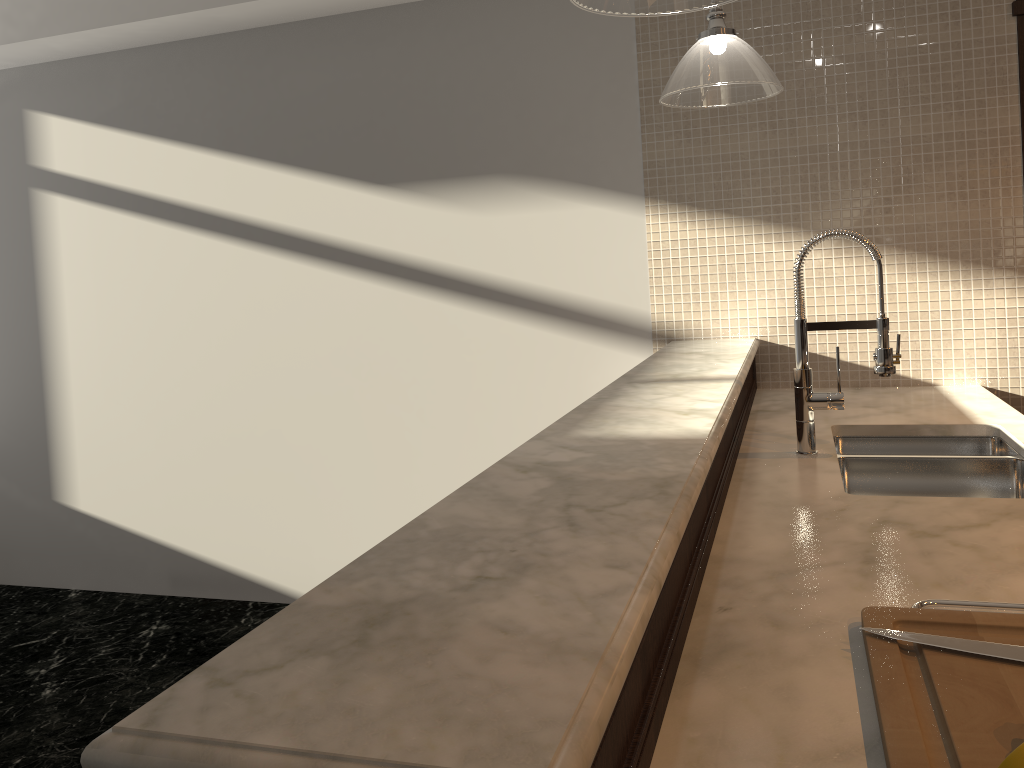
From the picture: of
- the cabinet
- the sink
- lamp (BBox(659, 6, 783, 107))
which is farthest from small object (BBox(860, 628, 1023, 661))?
lamp (BBox(659, 6, 783, 107))

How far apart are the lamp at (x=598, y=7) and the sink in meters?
1.2

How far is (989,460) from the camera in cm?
211

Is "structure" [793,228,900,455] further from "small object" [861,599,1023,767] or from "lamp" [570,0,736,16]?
"small object" [861,599,1023,767]

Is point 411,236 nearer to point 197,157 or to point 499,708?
point 197,157

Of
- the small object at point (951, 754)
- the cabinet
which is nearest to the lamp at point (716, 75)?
the cabinet

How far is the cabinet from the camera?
0.8m

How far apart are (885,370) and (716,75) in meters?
0.8 m

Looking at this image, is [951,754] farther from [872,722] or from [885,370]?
[885,370]

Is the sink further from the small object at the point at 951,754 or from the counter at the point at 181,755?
the small object at the point at 951,754
